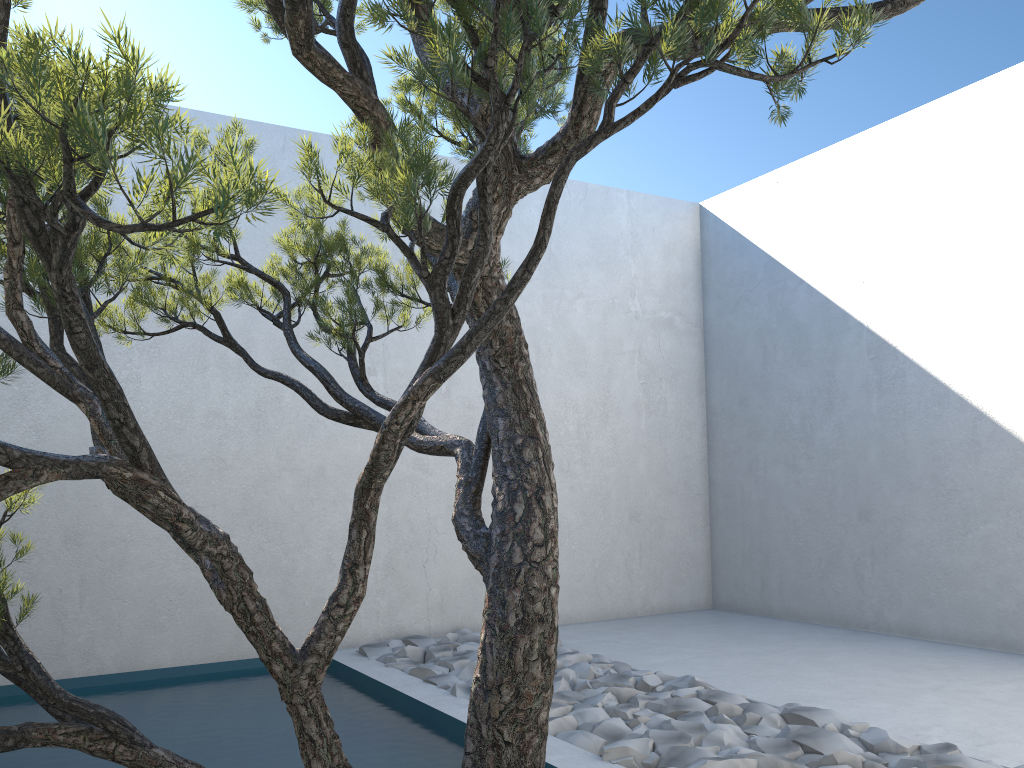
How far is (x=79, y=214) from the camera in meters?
1.0

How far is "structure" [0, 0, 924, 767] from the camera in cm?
99

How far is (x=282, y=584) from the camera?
4.5 meters

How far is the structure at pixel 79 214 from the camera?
1.0m
